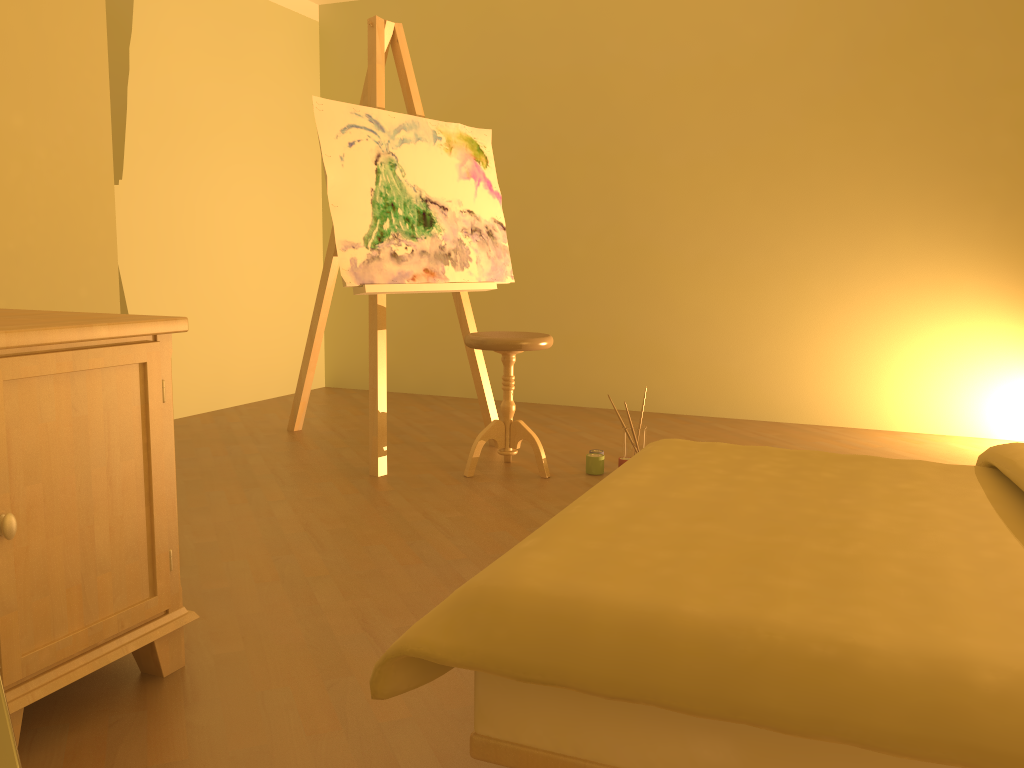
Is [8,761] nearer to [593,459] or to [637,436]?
[593,459]

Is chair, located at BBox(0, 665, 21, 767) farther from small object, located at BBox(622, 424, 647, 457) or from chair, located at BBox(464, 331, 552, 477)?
small object, located at BBox(622, 424, 647, 457)

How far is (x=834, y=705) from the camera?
0.9 meters

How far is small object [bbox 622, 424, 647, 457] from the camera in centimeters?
366cm

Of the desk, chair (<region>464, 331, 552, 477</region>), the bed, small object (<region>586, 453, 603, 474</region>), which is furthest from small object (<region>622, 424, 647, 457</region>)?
the desk

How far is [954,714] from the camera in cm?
90

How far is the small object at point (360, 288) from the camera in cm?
340

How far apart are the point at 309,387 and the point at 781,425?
2.43m

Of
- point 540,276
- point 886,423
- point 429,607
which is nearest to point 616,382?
point 540,276

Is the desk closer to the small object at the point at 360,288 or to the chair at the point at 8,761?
the chair at the point at 8,761
